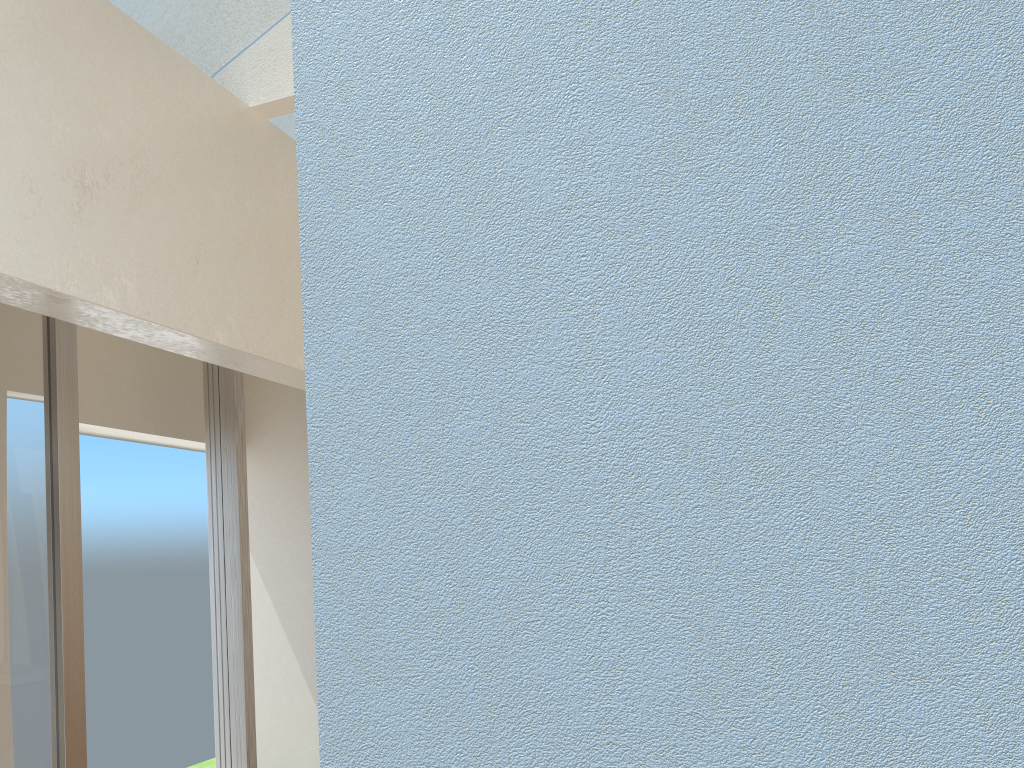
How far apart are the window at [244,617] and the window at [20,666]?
2.50m

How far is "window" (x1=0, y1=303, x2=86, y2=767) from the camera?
8.03m

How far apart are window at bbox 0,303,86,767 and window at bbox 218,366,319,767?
2.5m

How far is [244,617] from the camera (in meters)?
10.98

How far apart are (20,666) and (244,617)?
3.2 meters

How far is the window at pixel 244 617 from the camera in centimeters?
1098cm

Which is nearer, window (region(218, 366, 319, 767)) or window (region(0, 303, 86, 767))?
window (region(0, 303, 86, 767))

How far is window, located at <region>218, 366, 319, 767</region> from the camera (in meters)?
10.98

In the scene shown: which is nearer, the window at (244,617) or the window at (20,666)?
the window at (20,666)
